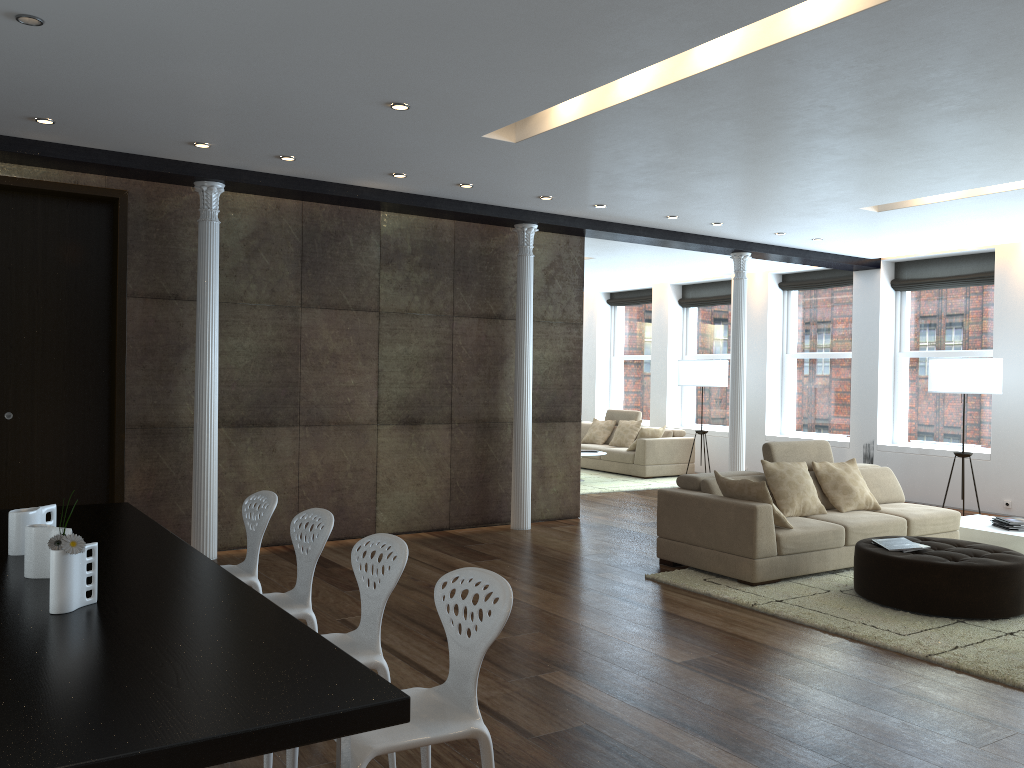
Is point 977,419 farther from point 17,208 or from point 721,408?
point 17,208

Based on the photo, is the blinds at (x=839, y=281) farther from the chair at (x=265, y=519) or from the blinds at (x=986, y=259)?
the chair at (x=265, y=519)

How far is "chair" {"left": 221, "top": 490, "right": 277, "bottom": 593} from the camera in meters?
4.4 m

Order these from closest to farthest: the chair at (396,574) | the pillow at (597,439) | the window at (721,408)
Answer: the chair at (396,574)
the window at (721,408)
the pillow at (597,439)

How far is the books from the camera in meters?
5.8

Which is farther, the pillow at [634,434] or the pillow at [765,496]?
the pillow at [634,434]

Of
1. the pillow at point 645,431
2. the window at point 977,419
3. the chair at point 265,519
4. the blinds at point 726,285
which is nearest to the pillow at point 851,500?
the window at point 977,419

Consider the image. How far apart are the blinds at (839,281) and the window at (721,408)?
1.22m

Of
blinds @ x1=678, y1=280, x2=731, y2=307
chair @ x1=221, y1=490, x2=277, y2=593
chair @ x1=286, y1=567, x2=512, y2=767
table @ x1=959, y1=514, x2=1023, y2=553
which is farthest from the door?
blinds @ x1=678, y1=280, x2=731, y2=307

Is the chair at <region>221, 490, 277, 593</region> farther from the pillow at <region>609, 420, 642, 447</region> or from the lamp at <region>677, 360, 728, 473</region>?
the pillow at <region>609, 420, 642, 447</region>
